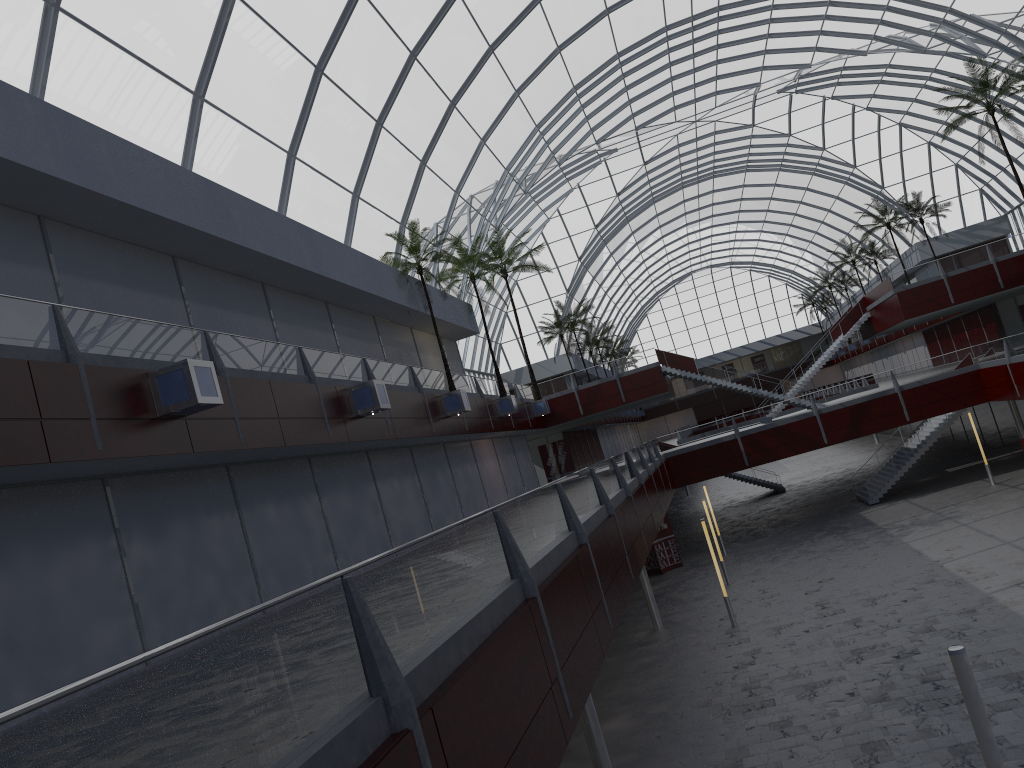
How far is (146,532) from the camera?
19.85m

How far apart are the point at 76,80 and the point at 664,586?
36.1m

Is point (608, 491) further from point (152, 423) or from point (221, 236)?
point (221, 236)

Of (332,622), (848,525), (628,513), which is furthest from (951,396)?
(332,622)
